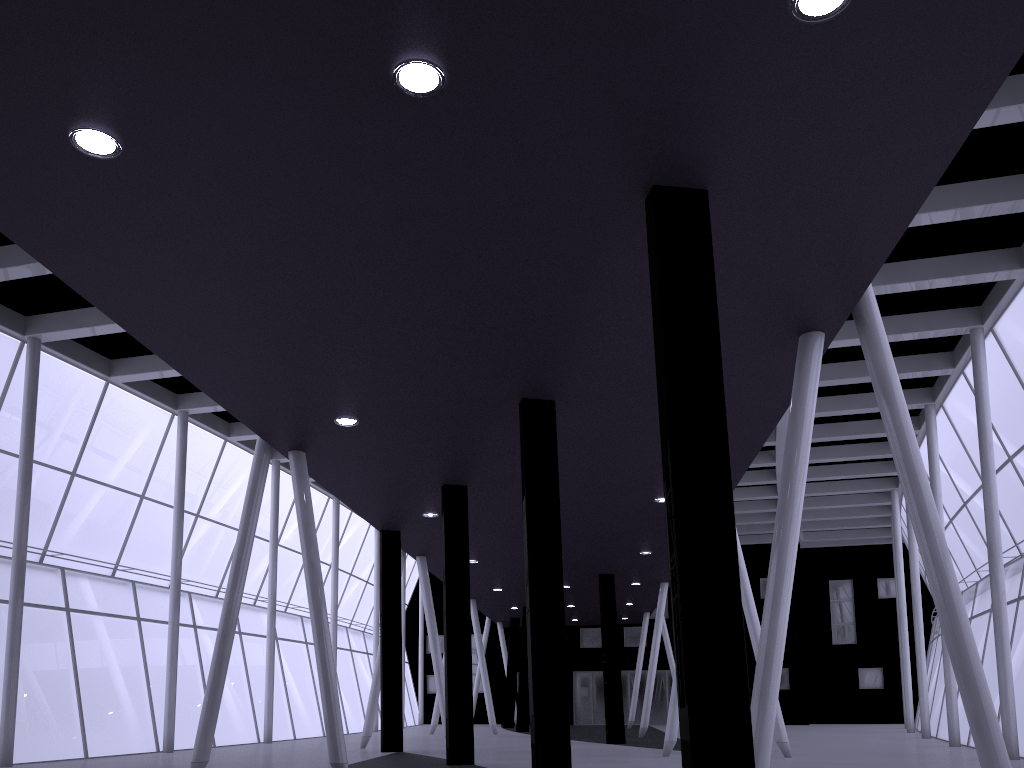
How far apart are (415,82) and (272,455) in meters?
36.6 m
